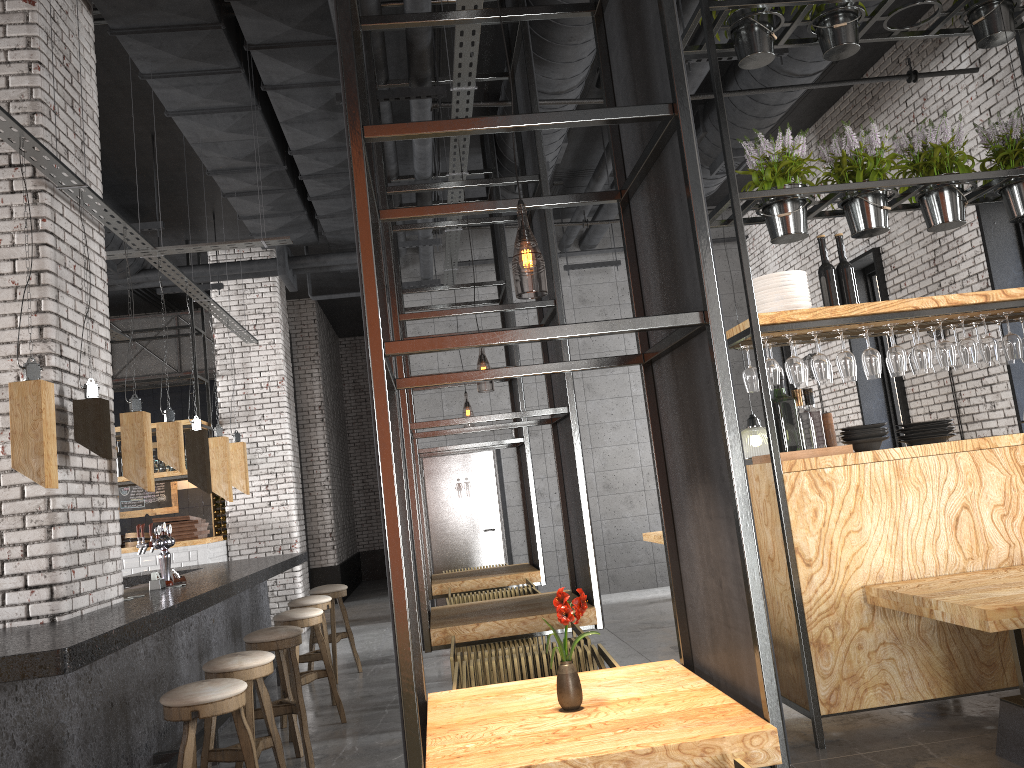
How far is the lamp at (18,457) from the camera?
3.6 meters

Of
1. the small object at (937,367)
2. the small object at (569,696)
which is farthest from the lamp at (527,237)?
the small object at (937,367)

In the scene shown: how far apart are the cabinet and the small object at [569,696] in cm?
1124

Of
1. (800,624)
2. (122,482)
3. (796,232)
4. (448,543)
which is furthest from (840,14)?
(122,482)

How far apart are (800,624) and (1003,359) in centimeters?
212cm

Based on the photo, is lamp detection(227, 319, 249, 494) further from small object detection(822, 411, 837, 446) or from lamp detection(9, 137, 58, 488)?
small object detection(822, 411, 837, 446)

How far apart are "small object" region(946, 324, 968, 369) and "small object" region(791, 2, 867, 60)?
2.0 meters

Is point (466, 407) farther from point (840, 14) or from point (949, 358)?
point (949, 358)

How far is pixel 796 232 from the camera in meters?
5.0

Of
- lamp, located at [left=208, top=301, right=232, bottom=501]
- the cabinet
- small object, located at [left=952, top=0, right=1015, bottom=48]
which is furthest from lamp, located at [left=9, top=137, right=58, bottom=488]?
the cabinet
